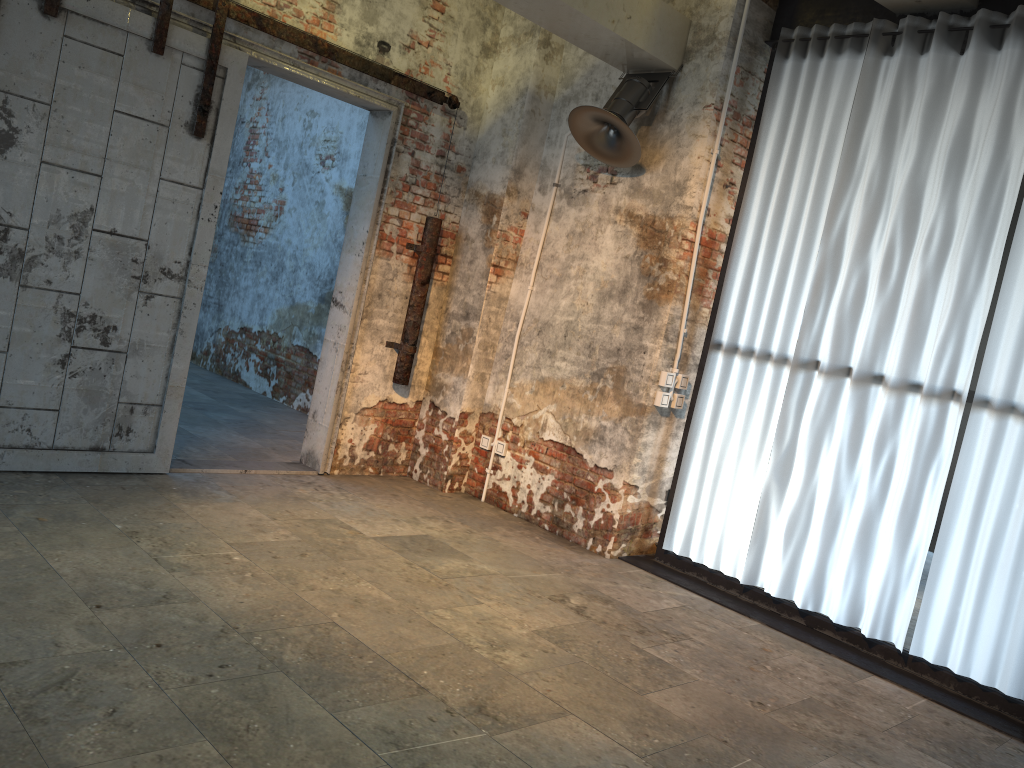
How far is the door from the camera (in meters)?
4.20

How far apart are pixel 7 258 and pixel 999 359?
4.7 meters

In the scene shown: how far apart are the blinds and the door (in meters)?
1.92

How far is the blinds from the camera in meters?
4.1

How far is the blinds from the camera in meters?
4.1 m

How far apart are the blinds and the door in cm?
192

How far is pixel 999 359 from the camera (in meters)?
4.13

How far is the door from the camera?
4.2 meters
